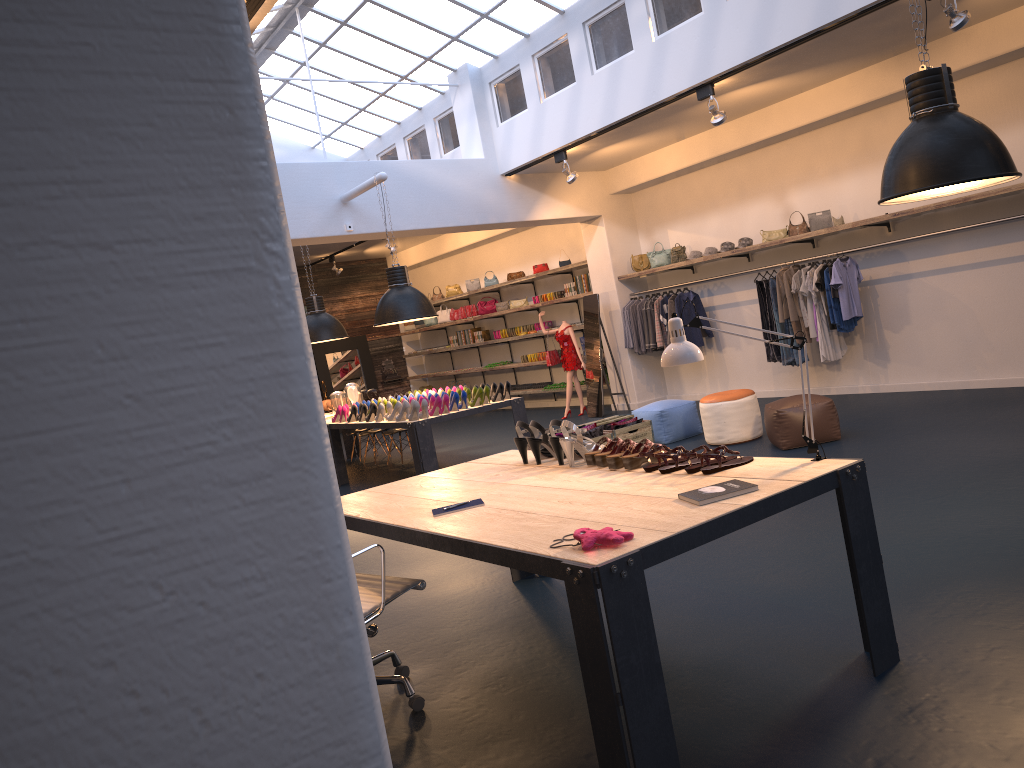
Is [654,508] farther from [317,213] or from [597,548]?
[317,213]

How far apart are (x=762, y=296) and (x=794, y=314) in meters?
0.6 m

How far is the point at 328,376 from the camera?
18.7m

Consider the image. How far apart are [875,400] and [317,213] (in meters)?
6.57

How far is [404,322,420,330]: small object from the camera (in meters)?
19.17

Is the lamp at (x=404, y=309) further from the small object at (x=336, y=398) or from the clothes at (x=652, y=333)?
the clothes at (x=652, y=333)

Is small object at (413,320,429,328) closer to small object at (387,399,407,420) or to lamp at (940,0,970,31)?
small object at (387,399,407,420)

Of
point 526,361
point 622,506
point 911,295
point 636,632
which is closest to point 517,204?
point 526,361

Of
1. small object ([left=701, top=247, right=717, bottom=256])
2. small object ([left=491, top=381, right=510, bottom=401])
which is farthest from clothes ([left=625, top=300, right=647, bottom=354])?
small object ([left=491, top=381, right=510, bottom=401])

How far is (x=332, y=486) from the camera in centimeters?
73cm
